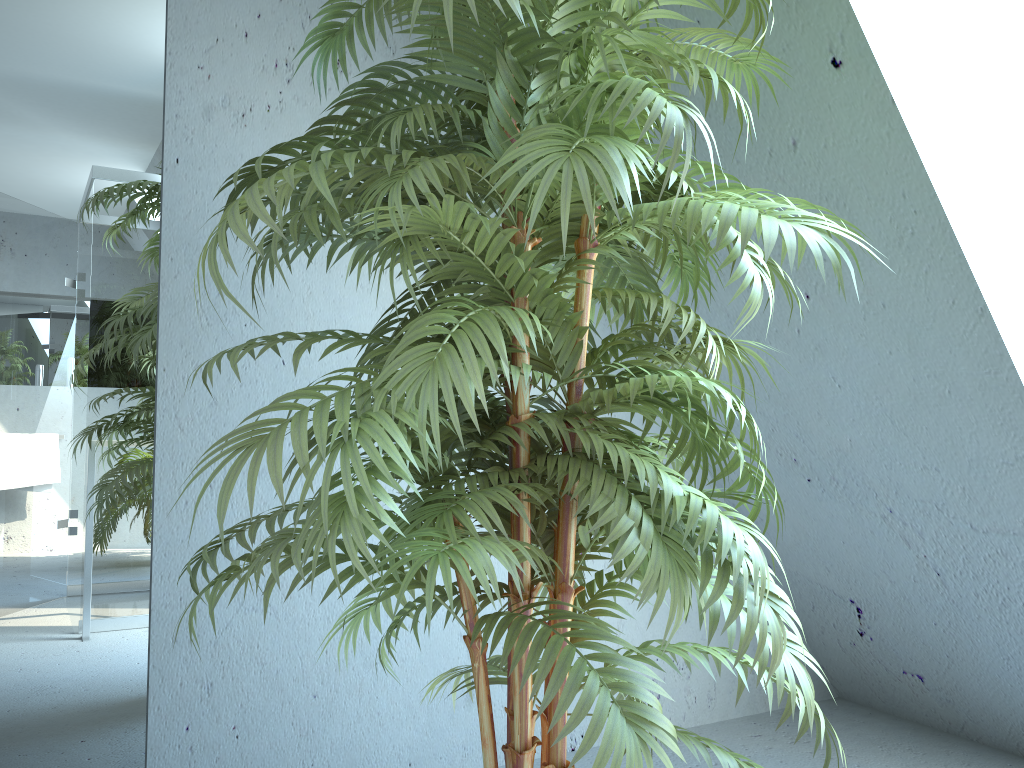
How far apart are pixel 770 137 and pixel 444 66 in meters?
0.9

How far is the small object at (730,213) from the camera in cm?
95

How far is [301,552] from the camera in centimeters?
218cm

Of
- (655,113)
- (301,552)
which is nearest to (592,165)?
(655,113)

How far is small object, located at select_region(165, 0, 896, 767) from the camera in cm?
95

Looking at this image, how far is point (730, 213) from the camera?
1.0 meters
